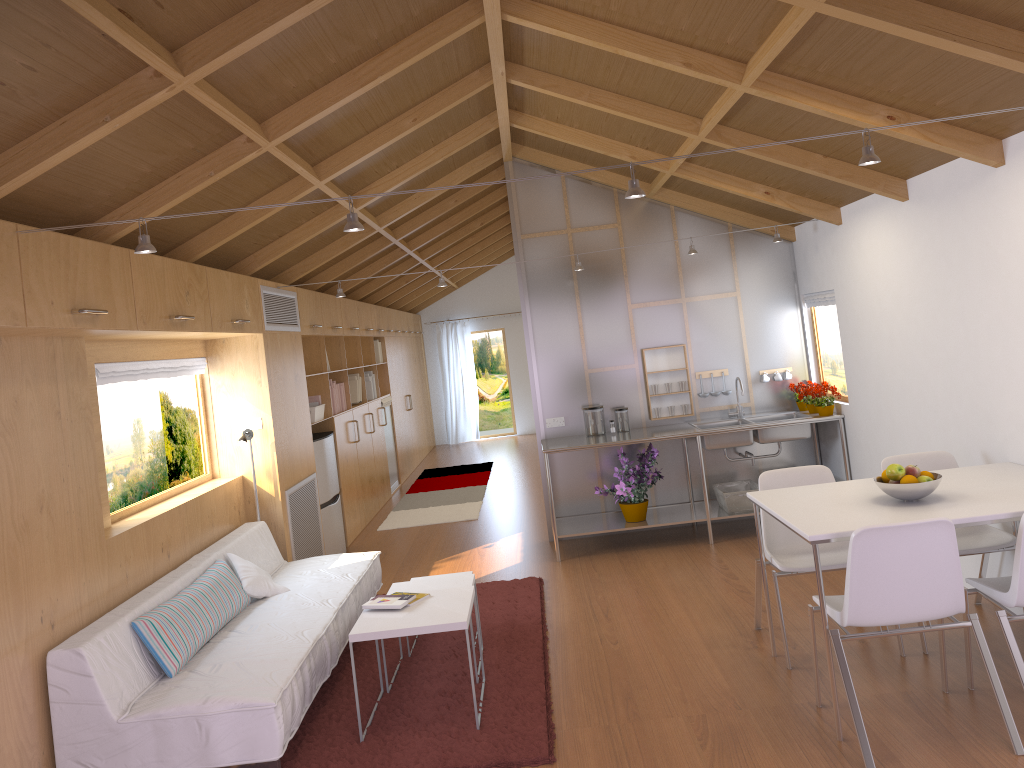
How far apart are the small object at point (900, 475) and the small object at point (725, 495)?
2.8m

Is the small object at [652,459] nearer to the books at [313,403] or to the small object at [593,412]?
the small object at [593,412]

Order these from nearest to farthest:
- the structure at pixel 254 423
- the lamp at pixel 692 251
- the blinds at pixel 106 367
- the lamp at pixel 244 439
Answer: the blinds at pixel 106 367 → the lamp at pixel 244 439 → the structure at pixel 254 423 → the lamp at pixel 692 251

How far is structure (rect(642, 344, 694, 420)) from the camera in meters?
6.8 m

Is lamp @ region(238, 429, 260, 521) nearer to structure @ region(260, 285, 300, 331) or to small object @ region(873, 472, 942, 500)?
structure @ region(260, 285, 300, 331)

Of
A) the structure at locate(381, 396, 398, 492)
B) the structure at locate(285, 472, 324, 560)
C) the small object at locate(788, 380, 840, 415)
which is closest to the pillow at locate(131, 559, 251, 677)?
the structure at locate(285, 472, 324, 560)

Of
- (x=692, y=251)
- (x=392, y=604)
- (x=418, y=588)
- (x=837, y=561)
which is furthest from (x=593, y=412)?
(x=392, y=604)

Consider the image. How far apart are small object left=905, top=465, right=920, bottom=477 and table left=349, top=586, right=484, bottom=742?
1.89m

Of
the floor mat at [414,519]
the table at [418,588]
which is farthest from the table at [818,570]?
the floor mat at [414,519]

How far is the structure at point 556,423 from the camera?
6.8m
